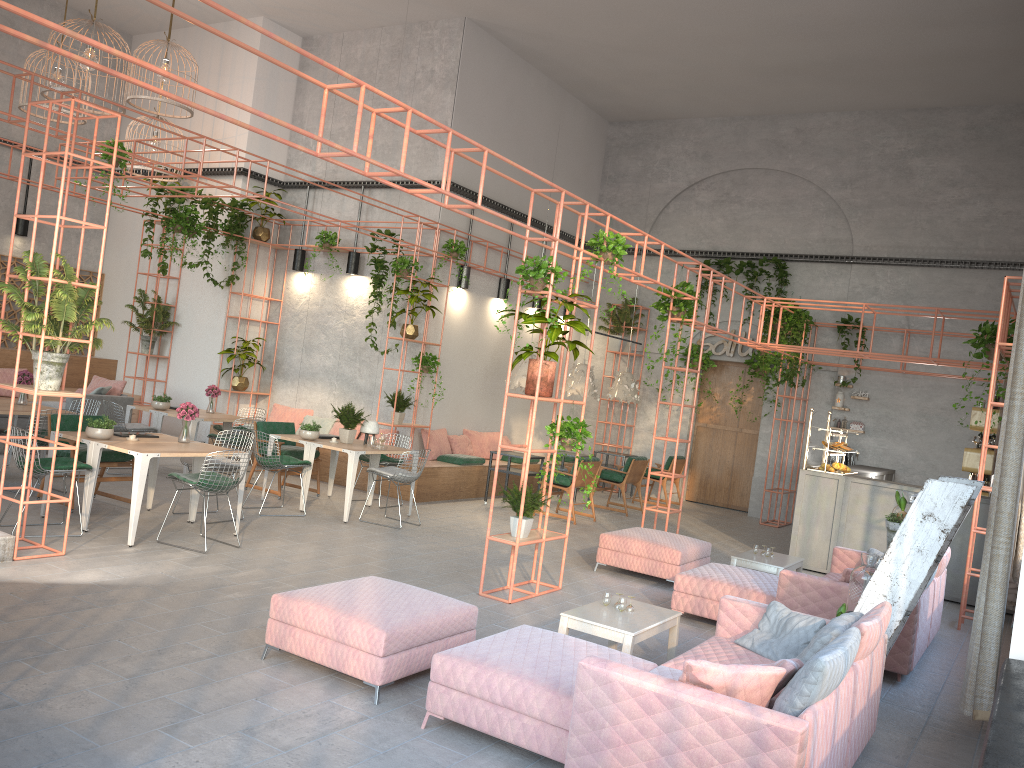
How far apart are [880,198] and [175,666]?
13.9 meters

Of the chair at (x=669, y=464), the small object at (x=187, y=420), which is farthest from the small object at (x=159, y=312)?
the chair at (x=669, y=464)

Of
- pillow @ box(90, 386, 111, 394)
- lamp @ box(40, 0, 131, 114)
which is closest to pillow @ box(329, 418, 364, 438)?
pillow @ box(90, 386, 111, 394)

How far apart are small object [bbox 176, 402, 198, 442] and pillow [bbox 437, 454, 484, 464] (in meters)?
5.15

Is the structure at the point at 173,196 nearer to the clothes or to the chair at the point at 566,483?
the chair at the point at 566,483

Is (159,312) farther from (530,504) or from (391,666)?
(391,666)

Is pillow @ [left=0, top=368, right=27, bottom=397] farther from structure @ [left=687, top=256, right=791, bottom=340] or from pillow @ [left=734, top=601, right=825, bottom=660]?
pillow @ [left=734, top=601, right=825, bottom=660]

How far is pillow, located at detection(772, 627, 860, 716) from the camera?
3.8m

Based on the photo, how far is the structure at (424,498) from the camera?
12.6 meters

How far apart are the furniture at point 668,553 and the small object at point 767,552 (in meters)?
0.72
